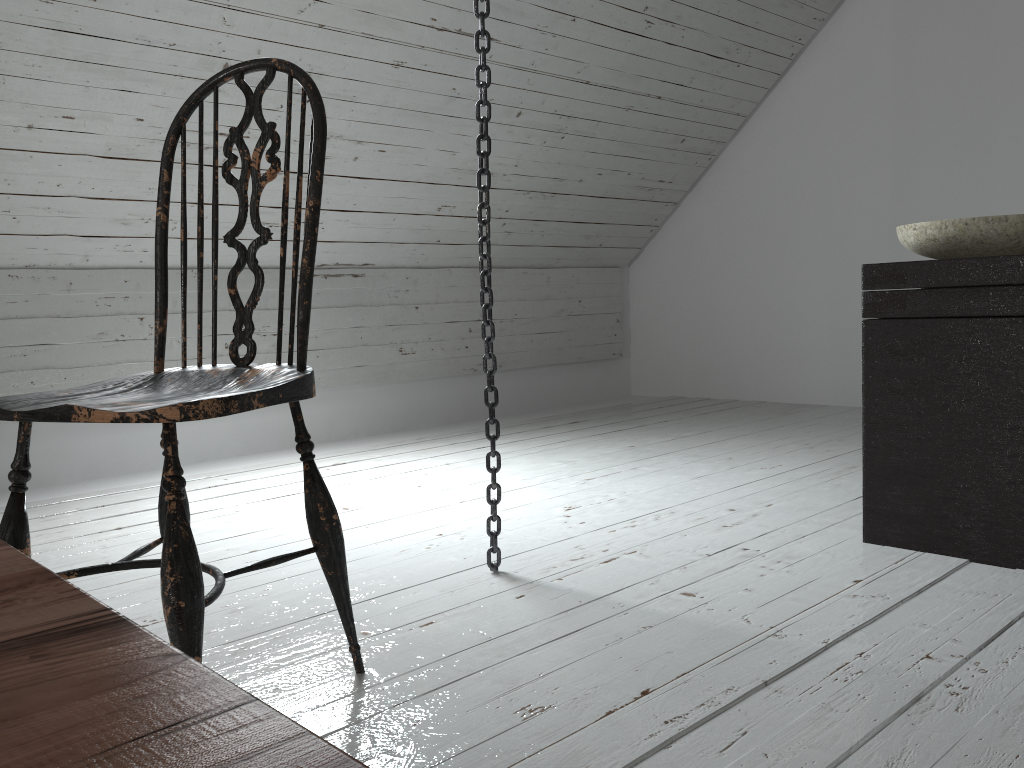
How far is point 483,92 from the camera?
1.67m

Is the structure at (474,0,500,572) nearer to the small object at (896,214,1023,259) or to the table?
the small object at (896,214,1023,259)

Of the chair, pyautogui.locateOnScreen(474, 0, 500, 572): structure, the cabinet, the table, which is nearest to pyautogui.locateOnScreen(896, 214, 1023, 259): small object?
the cabinet

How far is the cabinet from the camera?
1.6 meters

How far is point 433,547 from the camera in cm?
197

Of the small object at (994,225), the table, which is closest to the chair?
the table

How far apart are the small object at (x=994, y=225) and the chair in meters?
1.2

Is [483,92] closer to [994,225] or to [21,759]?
[994,225]

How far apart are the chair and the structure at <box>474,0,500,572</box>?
0.45m

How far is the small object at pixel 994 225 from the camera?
1.71m
